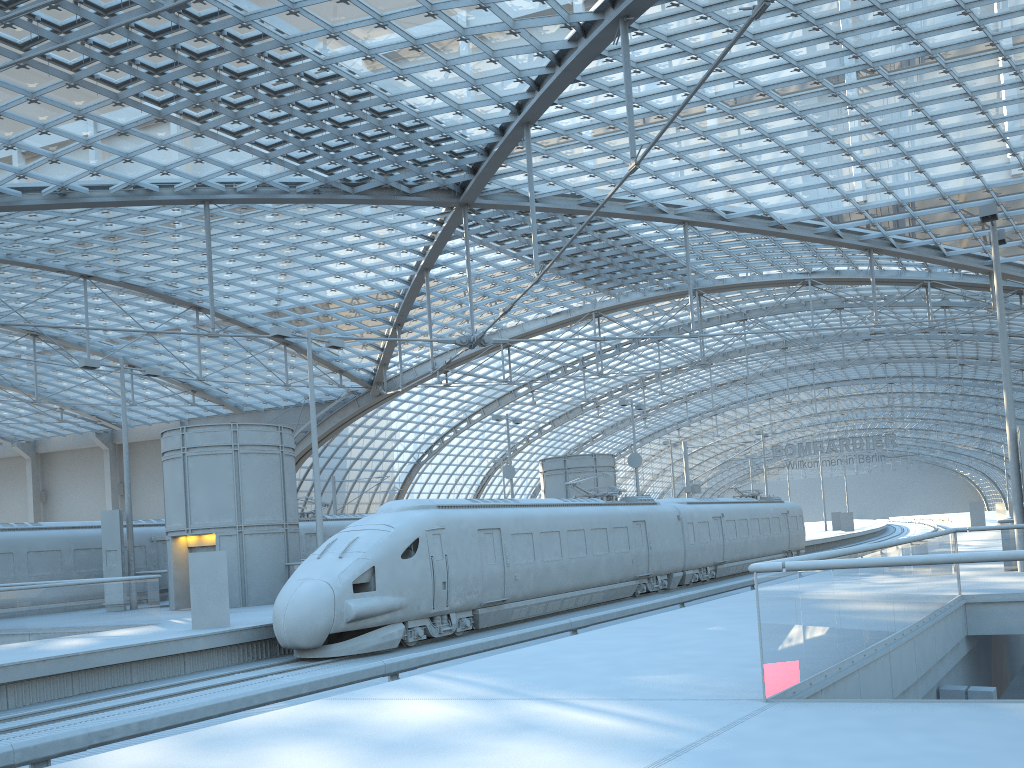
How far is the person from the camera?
18.7m

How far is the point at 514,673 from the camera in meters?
9.7 m

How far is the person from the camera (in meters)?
18.69

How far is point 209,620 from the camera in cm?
1869
